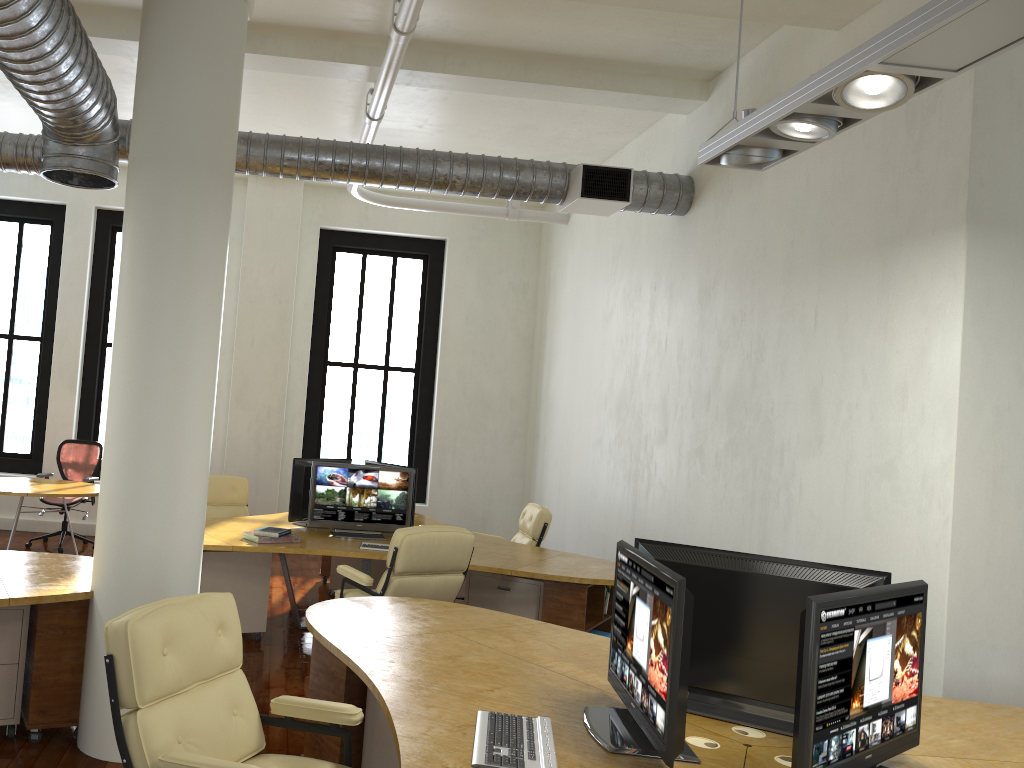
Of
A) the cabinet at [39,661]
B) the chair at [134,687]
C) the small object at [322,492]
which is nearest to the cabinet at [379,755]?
the chair at [134,687]

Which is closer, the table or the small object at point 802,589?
the small object at point 802,589

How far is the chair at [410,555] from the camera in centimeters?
534cm

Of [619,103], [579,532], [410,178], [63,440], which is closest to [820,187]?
[619,103]

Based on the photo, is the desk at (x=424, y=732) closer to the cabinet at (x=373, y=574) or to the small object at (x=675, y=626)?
the small object at (x=675, y=626)

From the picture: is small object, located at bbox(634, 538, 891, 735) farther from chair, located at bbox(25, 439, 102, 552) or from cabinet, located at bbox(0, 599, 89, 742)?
chair, located at bbox(25, 439, 102, 552)

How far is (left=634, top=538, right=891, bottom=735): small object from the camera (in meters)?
2.94

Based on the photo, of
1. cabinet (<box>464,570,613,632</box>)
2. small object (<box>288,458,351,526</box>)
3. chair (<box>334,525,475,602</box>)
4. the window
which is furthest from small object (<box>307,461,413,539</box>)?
the window

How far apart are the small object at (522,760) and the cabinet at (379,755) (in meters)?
1.00

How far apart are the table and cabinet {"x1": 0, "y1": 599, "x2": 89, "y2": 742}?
3.7 meters
